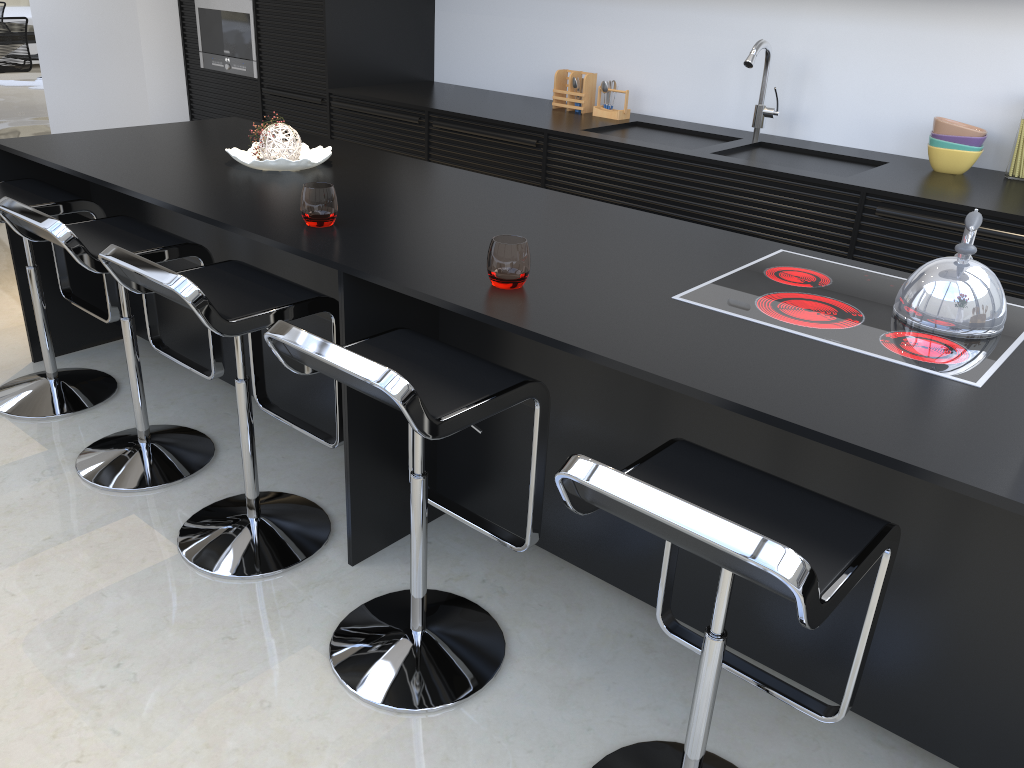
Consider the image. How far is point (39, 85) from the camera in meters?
10.3

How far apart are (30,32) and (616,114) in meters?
6.5 m

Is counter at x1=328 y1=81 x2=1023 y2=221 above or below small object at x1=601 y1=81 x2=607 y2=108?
below

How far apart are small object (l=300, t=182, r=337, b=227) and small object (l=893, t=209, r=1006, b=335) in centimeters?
139cm

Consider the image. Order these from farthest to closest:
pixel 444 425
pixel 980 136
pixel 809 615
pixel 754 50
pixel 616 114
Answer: pixel 616 114, pixel 754 50, pixel 980 136, pixel 444 425, pixel 809 615

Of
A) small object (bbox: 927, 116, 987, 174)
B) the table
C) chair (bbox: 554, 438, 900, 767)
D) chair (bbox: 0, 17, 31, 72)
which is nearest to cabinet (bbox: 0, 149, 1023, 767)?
chair (bbox: 554, 438, 900, 767)

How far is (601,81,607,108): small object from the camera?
4.36m

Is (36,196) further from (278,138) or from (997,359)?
(997,359)

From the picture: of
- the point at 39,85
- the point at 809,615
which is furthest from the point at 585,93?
the point at 39,85

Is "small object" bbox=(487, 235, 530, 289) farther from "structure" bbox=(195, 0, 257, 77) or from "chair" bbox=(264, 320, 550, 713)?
"structure" bbox=(195, 0, 257, 77)
